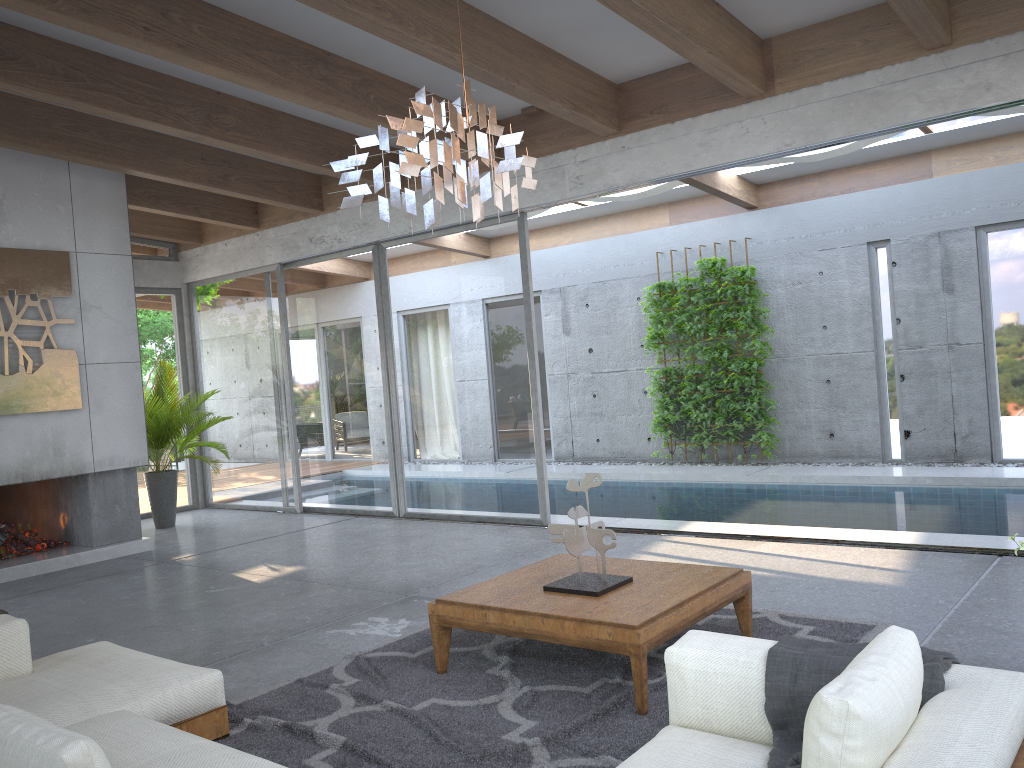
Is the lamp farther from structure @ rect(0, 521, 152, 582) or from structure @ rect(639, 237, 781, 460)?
structure @ rect(639, 237, 781, 460)

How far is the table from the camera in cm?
346

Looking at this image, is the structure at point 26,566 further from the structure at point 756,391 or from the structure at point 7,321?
the structure at point 756,391

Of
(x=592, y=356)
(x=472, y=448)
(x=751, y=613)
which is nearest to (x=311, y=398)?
(x=472, y=448)

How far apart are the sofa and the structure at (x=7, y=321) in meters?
4.0

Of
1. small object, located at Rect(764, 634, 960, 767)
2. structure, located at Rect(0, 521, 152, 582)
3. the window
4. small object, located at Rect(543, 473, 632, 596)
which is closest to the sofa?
small object, located at Rect(764, 634, 960, 767)

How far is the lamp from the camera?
3.1 meters

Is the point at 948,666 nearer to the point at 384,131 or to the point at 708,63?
the point at 384,131

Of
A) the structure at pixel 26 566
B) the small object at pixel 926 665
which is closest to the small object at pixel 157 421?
the structure at pixel 26 566

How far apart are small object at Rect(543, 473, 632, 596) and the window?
3.5 meters
